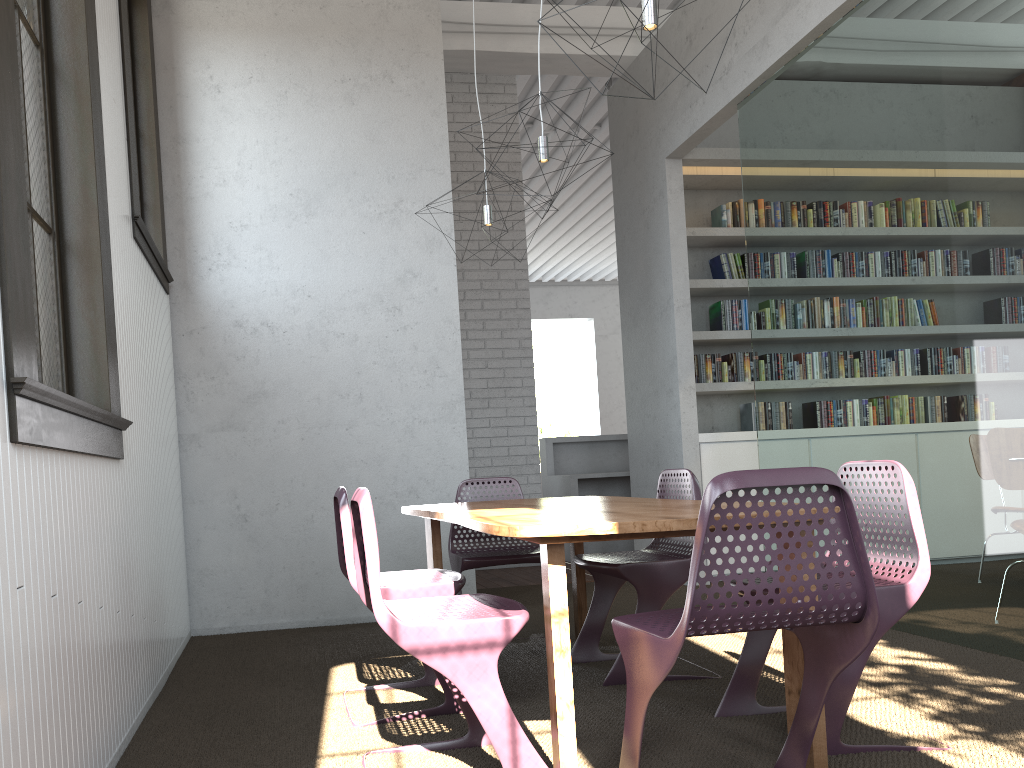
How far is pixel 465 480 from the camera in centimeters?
418cm
